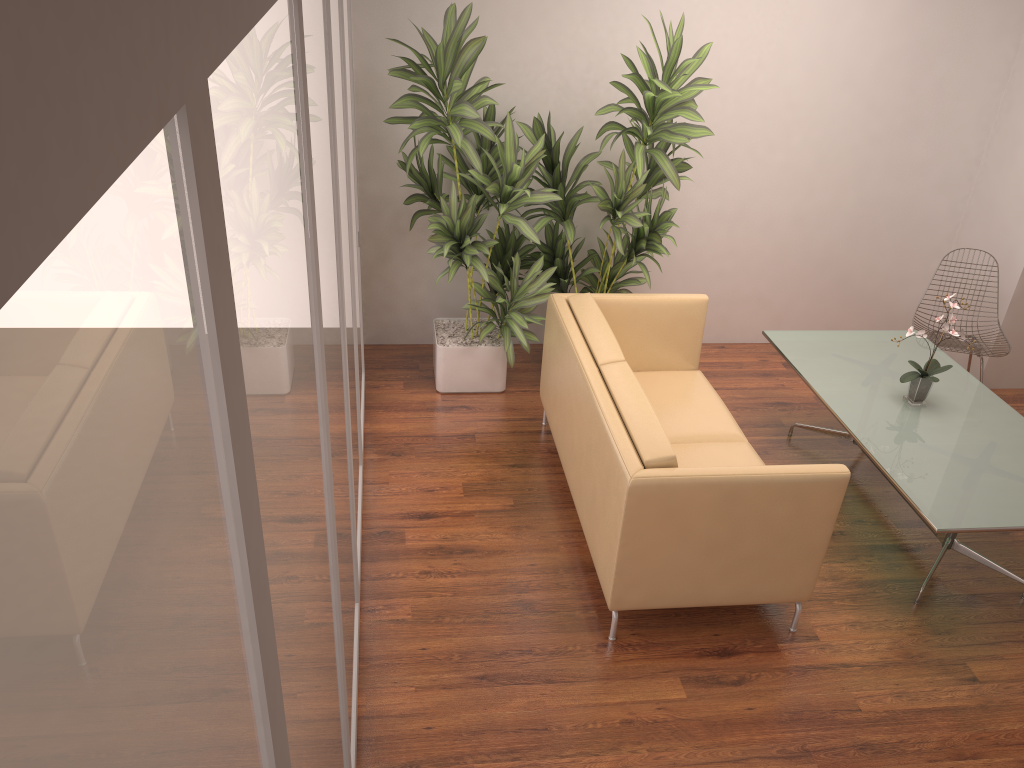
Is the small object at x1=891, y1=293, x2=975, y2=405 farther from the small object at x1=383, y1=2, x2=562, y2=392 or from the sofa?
the small object at x1=383, y1=2, x2=562, y2=392

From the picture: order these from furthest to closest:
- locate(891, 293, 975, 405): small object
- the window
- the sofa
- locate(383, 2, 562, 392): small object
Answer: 1. locate(383, 2, 562, 392): small object
2. locate(891, 293, 975, 405): small object
3. the sofa
4. the window

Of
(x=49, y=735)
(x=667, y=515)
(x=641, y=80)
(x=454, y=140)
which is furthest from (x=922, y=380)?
(x=49, y=735)

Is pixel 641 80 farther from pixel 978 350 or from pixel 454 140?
pixel 978 350

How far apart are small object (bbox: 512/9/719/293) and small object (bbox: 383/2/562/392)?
0.1 meters

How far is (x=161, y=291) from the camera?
0.6m

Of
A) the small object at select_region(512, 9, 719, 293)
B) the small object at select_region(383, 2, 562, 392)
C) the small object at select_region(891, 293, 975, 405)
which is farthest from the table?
the small object at select_region(383, 2, 562, 392)

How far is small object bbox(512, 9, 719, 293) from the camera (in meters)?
4.59

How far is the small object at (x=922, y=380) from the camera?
4.2 meters

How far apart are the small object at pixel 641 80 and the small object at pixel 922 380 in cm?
145
